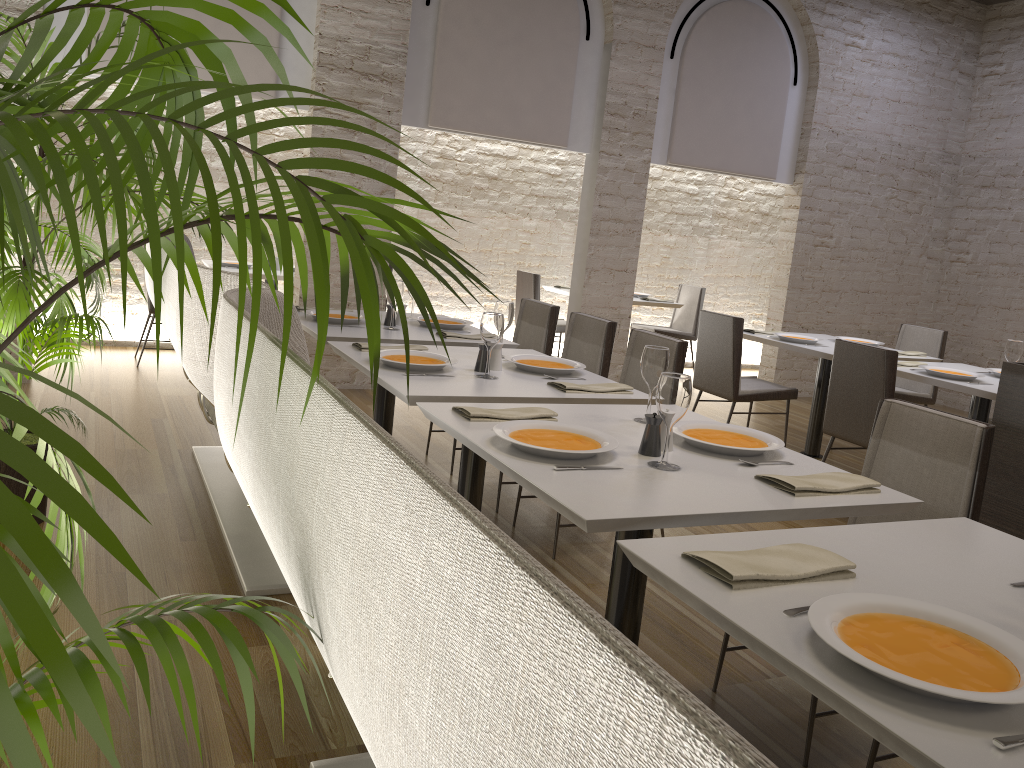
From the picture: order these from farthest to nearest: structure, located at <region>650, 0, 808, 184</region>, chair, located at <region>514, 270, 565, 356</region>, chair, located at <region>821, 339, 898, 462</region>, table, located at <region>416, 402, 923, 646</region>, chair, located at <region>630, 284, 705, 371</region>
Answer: chair, located at <region>630, 284, 705, 371</region> < chair, located at <region>514, 270, 565, 356</region> < structure, located at <region>650, 0, 808, 184</region> < chair, located at <region>821, 339, 898, 462</region> < table, located at <region>416, 402, 923, 646</region>

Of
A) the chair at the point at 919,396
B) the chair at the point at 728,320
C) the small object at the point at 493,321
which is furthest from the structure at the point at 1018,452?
the chair at the point at 919,396

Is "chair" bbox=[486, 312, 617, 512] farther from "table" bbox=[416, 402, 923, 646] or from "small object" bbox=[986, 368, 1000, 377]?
"small object" bbox=[986, 368, 1000, 377]

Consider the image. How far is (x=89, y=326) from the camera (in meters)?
2.92

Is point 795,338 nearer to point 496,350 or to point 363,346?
point 496,350

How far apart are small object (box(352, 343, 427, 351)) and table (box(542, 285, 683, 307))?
4.6 meters

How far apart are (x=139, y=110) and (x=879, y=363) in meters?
4.0

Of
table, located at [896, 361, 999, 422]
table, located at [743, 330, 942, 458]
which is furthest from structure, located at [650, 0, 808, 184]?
table, located at [896, 361, 999, 422]

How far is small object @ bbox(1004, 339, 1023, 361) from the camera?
Answer: 4.6 meters

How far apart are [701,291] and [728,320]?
3.19m
